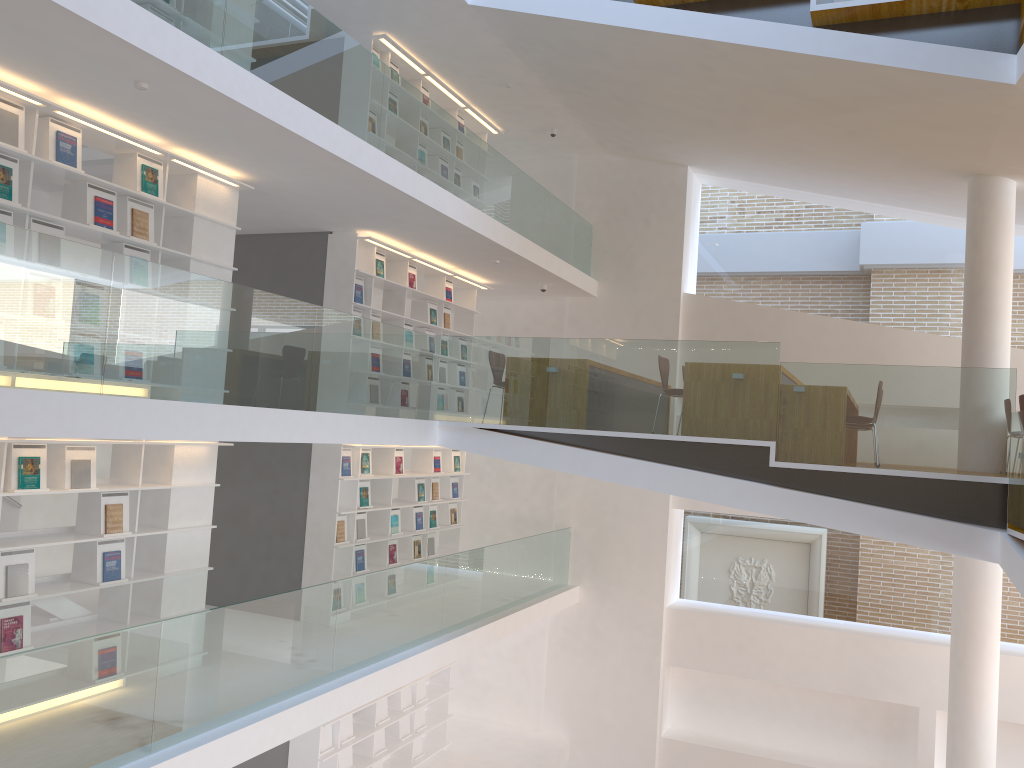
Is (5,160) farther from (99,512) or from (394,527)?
(394,527)

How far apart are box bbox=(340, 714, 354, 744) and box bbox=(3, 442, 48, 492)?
4.6m

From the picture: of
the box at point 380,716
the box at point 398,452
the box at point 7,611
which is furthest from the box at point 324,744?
the box at point 7,611

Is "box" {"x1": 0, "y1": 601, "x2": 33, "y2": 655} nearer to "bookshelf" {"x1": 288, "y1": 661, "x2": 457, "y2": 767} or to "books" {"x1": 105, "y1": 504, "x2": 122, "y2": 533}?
"books" {"x1": 105, "y1": 504, "x2": 122, "y2": 533}

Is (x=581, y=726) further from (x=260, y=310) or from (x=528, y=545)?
(x=260, y=310)

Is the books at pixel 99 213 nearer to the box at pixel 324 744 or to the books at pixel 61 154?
the books at pixel 61 154

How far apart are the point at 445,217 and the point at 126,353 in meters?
3.8 m

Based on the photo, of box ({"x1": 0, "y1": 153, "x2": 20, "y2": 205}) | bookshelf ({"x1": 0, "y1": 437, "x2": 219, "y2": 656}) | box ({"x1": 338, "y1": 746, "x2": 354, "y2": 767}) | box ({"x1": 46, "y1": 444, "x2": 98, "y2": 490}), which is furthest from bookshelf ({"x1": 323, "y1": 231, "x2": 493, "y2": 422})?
box ({"x1": 338, "y1": 746, "x2": 354, "y2": 767})

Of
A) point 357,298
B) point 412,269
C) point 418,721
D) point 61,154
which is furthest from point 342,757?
point 61,154

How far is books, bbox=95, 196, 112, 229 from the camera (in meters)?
5.93
